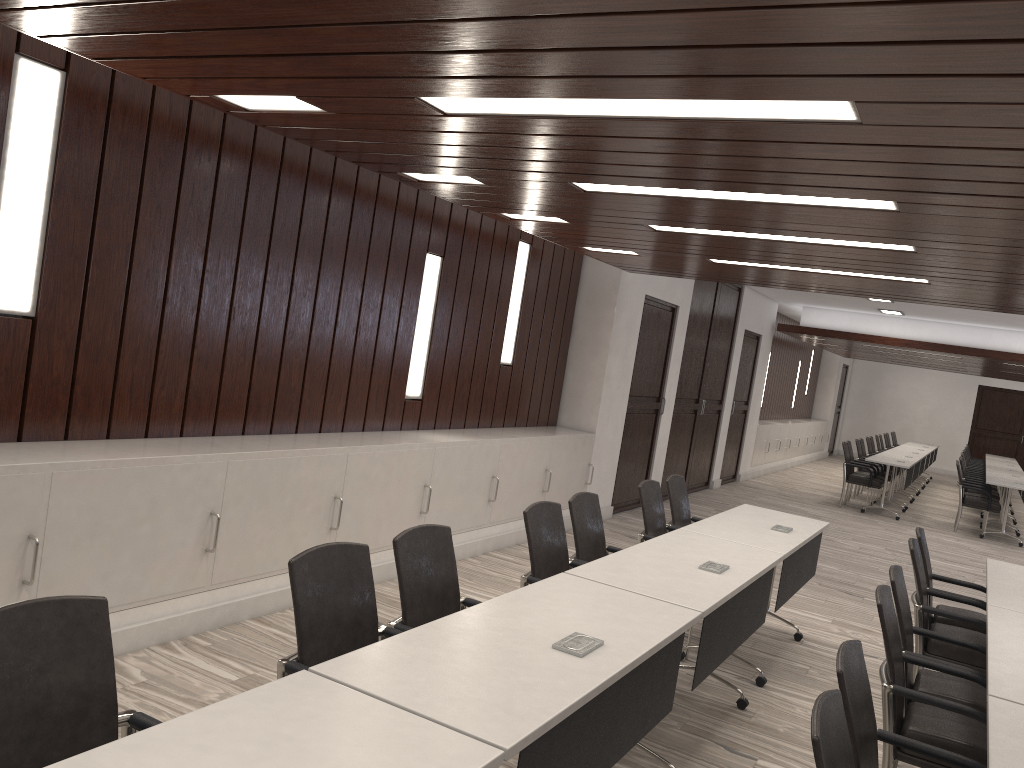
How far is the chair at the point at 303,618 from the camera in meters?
2.6

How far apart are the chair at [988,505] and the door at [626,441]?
5.0 meters

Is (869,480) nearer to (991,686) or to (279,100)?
(991,686)

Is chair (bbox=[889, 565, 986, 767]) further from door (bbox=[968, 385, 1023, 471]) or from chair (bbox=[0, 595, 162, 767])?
door (bbox=[968, 385, 1023, 471])

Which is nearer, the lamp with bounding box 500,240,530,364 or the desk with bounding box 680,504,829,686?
the desk with bounding box 680,504,829,686

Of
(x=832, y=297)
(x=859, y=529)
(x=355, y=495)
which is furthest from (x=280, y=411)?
(x=832, y=297)

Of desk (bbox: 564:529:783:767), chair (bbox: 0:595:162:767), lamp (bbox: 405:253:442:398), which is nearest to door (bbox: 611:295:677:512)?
lamp (bbox: 405:253:442:398)

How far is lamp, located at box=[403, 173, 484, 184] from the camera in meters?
4.8

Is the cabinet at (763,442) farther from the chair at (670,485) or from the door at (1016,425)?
the chair at (670,485)

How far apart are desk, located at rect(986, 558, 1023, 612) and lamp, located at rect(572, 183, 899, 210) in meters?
2.0
